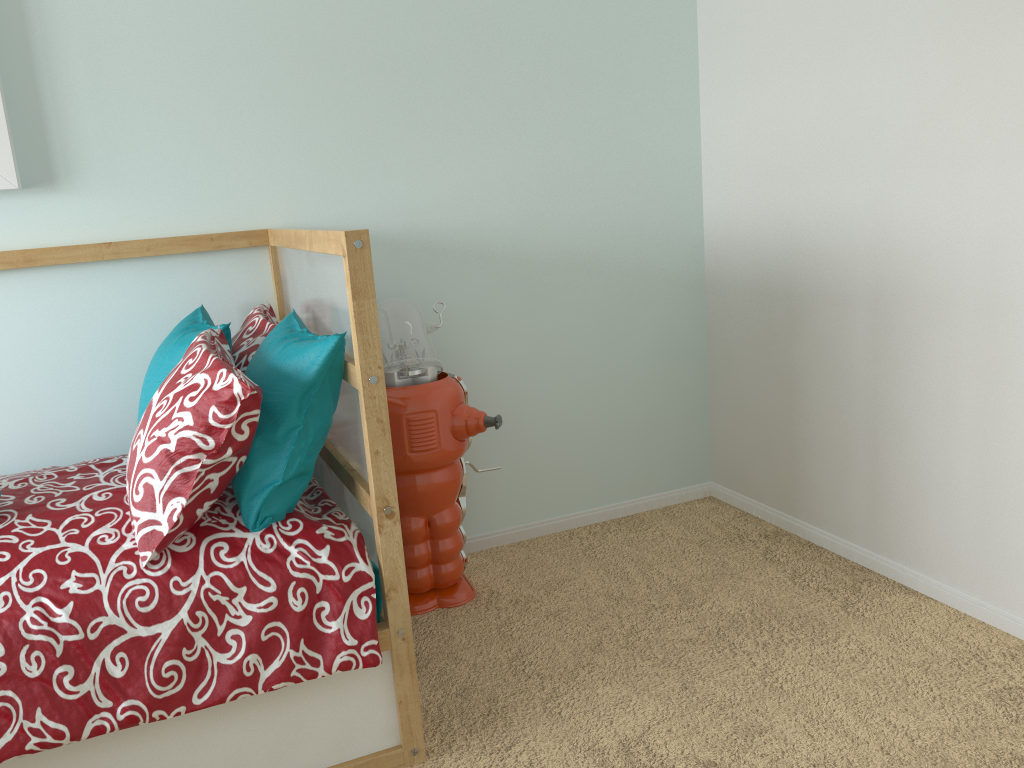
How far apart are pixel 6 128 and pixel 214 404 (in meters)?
0.96

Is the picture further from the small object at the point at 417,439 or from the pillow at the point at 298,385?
the small object at the point at 417,439

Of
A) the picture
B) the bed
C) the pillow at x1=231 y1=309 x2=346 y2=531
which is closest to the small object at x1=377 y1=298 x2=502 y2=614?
the bed

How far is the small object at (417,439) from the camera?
2.1 meters

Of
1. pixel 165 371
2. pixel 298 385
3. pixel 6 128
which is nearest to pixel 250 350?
pixel 165 371

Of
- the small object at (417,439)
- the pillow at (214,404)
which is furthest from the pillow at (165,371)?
the small object at (417,439)

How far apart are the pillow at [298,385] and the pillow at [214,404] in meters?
0.0

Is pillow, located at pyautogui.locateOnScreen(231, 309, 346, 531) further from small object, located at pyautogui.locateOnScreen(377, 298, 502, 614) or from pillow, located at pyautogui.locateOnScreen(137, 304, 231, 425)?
small object, located at pyautogui.locateOnScreen(377, 298, 502, 614)

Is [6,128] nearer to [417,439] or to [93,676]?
[417,439]

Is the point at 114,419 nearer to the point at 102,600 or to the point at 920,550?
the point at 102,600
